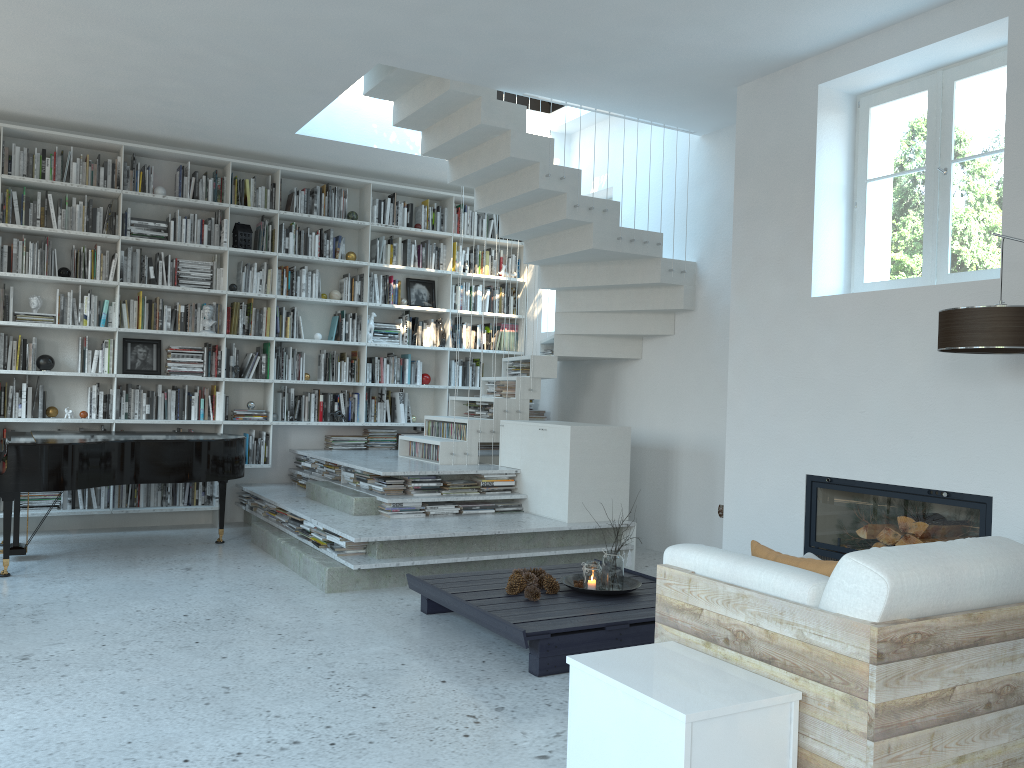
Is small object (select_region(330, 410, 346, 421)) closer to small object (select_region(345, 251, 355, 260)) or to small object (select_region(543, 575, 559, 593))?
small object (select_region(345, 251, 355, 260))

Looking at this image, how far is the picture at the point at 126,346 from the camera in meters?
7.4 m

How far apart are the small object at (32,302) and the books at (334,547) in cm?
339

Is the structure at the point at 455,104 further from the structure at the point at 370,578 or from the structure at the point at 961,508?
the structure at the point at 961,508

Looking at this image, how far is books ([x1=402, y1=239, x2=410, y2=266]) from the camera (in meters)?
8.36

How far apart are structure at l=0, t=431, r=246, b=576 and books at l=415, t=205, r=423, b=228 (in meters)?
2.97

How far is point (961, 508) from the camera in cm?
430

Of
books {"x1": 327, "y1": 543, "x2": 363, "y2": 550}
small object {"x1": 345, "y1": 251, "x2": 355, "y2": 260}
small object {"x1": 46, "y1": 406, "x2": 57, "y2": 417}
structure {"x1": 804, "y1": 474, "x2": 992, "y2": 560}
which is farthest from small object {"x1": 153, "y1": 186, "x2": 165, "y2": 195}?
structure {"x1": 804, "y1": 474, "x2": 992, "y2": 560}

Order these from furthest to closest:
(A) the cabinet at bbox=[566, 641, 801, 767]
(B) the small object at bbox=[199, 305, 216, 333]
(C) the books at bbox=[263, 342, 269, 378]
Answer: (C) the books at bbox=[263, 342, 269, 378] → (B) the small object at bbox=[199, 305, 216, 333] → (A) the cabinet at bbox=[566, 641, 801, 767]

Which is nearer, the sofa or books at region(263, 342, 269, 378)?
the sofa
